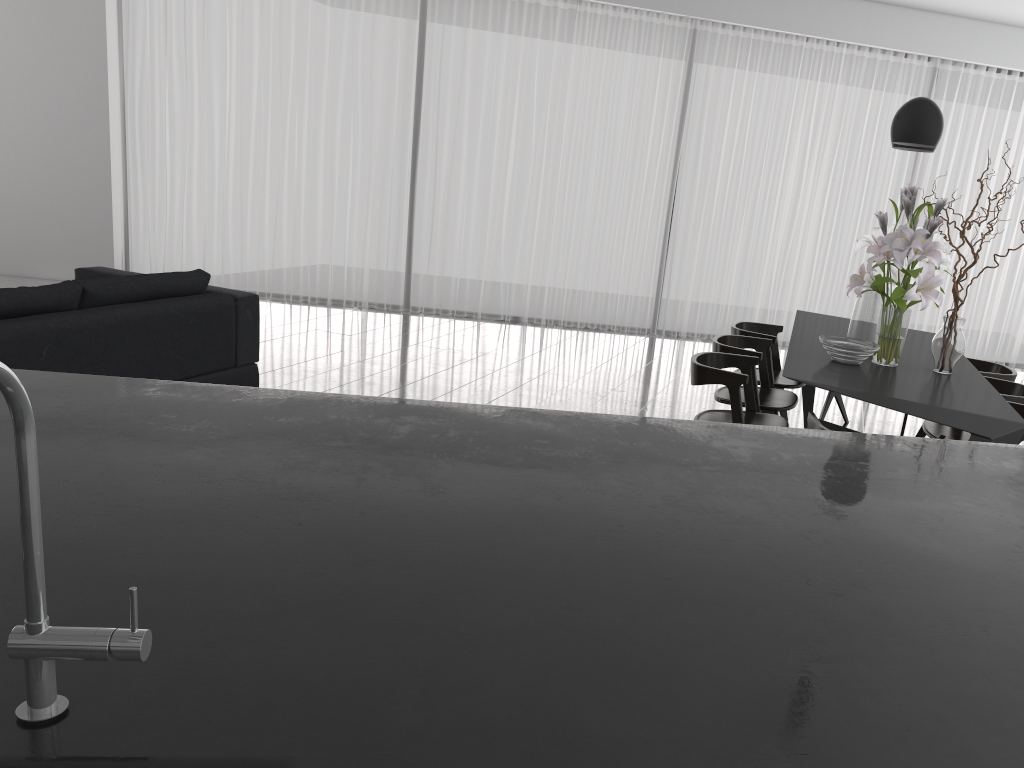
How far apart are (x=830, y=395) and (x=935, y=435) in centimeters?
150cm

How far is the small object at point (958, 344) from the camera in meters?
3.7 m

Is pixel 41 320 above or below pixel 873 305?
below

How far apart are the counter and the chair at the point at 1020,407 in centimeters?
211cm

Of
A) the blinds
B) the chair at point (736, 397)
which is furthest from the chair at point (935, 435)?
the blinds

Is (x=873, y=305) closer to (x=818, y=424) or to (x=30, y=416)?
(x=818, y=424)

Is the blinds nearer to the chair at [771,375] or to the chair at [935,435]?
the chair at [771,375]

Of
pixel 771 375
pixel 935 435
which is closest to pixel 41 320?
pixel 771 375

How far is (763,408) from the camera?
4.26m

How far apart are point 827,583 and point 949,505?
0.5 meters
